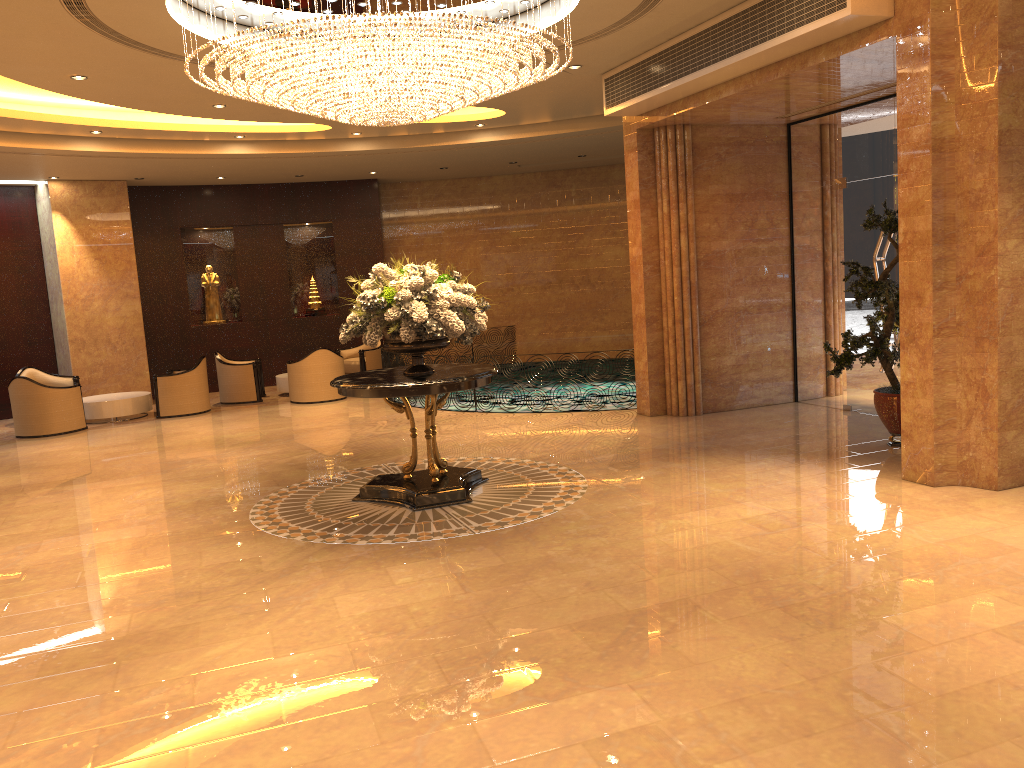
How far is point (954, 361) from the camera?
6.9m

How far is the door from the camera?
9.86m

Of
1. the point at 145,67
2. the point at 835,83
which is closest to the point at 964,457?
the point at 835,83

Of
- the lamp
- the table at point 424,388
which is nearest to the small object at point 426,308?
the table at point 424,388

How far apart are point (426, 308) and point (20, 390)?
8.5m

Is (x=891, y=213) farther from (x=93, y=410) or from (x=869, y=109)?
(x=93, y=410)

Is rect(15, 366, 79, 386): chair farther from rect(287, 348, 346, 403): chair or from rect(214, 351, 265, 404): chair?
rect(287, 348, 346, 403): chair

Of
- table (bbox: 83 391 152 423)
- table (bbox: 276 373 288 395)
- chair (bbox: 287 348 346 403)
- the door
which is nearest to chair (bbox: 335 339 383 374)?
table (bbox: 276 373 288 395)

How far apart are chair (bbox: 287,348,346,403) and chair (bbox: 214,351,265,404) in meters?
Result: 0.8 m

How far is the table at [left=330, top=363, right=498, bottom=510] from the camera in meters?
7.2
